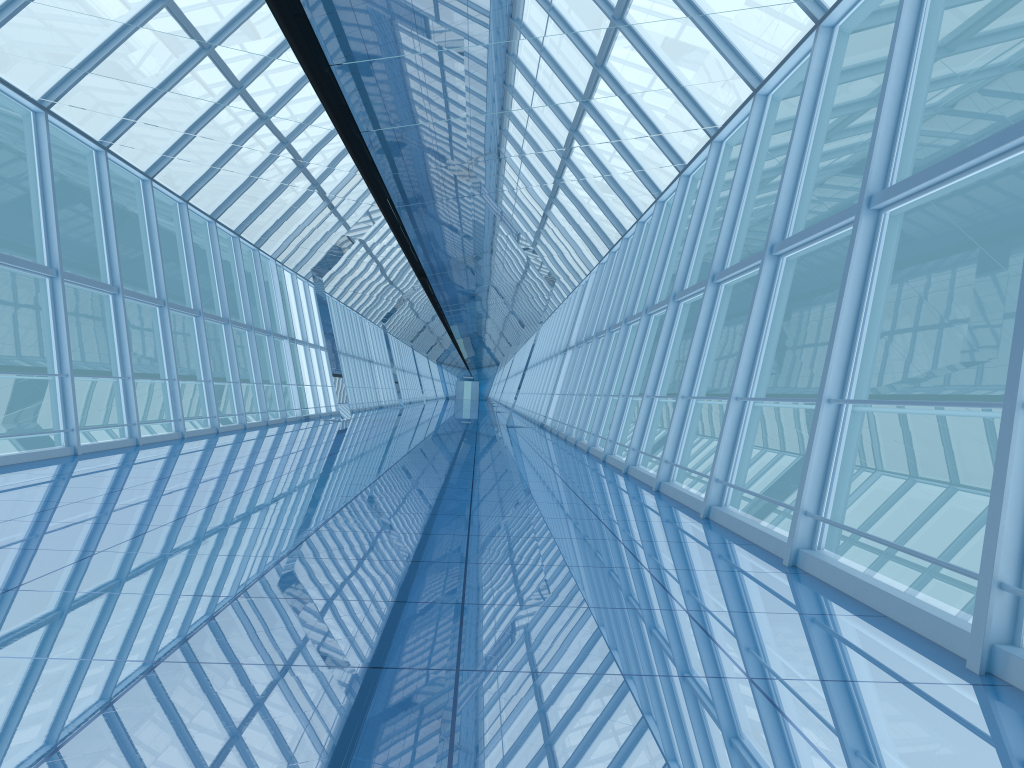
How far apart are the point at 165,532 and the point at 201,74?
4.34m

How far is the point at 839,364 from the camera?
5.5 meters

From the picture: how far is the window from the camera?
5.55m

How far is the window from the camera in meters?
5.5 m
